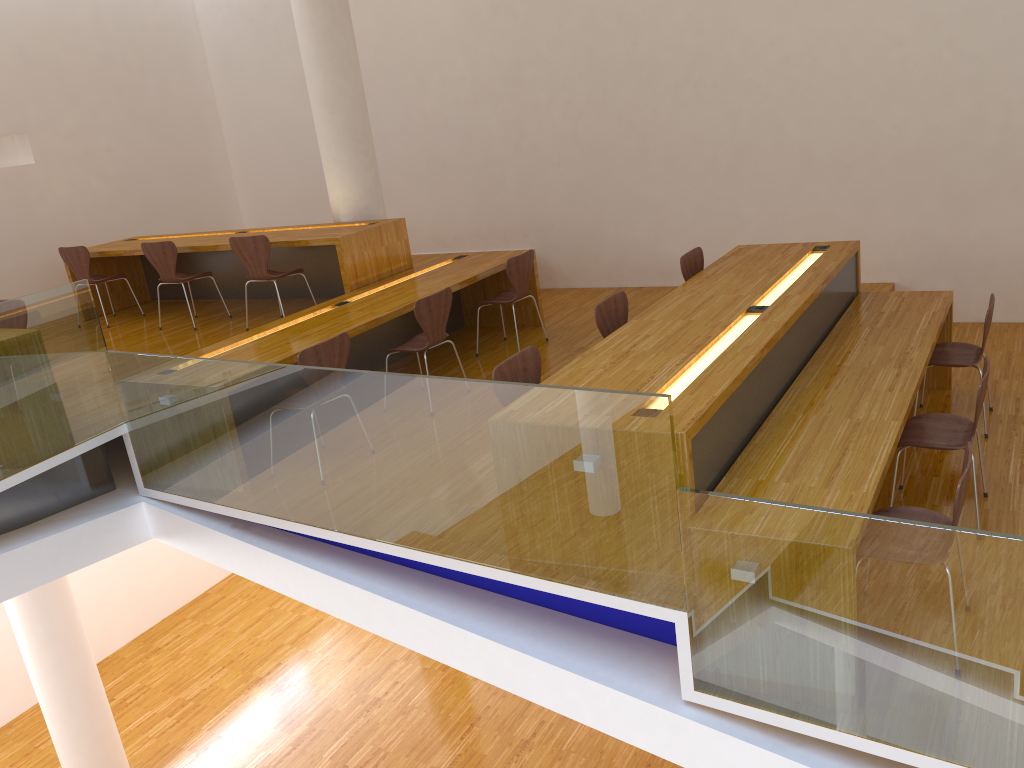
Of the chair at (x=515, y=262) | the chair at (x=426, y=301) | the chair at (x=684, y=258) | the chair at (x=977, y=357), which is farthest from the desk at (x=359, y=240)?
the chair at (x=977, y=357)

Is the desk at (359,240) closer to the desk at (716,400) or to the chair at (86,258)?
the chair at (86,258)

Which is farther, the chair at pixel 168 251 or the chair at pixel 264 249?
the chair at pixel 168 251

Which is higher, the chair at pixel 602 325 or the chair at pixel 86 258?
the chair at pixel 86 258

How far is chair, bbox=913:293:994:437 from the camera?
4.7 meters

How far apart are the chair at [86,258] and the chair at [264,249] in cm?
176

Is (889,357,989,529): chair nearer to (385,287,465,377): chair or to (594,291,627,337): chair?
(594,291,627,337): chair

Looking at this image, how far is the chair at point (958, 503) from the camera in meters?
2.8

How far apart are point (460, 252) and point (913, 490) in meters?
4.1 m

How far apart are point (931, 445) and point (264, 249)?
4.40m
